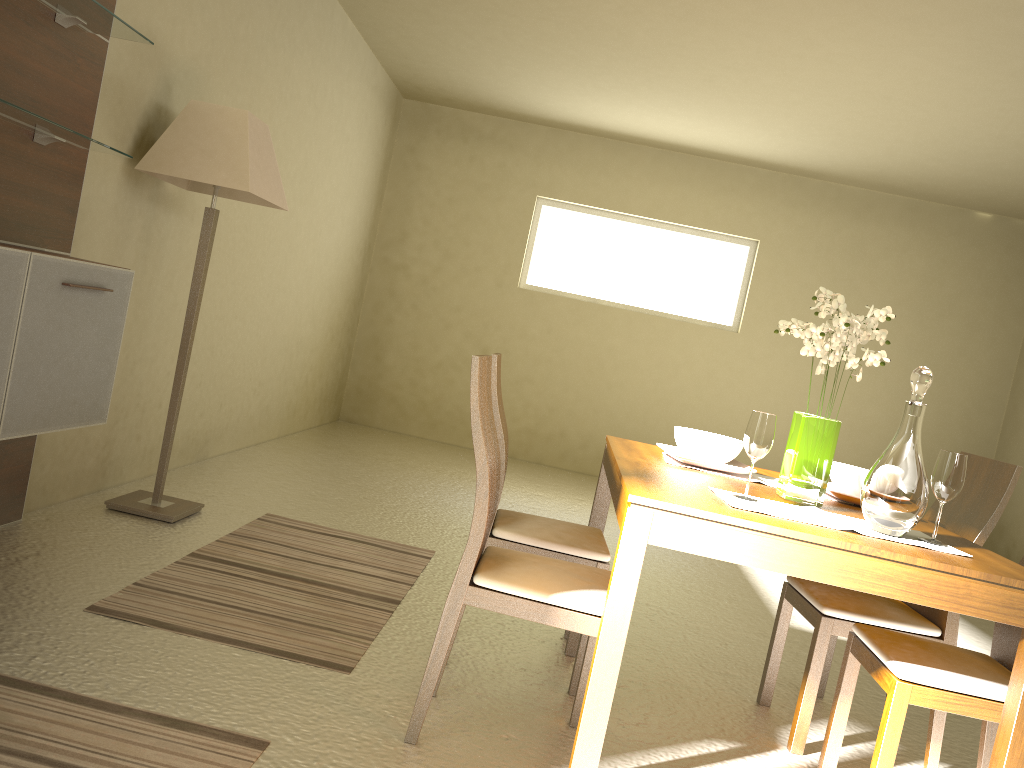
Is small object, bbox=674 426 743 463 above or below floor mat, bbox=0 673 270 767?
above

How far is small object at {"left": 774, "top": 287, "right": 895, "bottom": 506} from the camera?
2.5m

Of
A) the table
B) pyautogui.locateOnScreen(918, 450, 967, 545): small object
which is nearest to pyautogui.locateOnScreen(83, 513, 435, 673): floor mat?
the table

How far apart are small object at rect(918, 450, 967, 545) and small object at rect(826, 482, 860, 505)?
0.5 meters

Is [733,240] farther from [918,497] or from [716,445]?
[918,497]

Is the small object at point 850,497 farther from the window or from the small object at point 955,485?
the window

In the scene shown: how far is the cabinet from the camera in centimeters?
258cm

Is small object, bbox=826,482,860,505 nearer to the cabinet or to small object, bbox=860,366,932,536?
small object, bbox=860,366,932,536

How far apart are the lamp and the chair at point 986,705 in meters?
2.7

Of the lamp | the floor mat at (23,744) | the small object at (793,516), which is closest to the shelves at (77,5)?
the lamp
